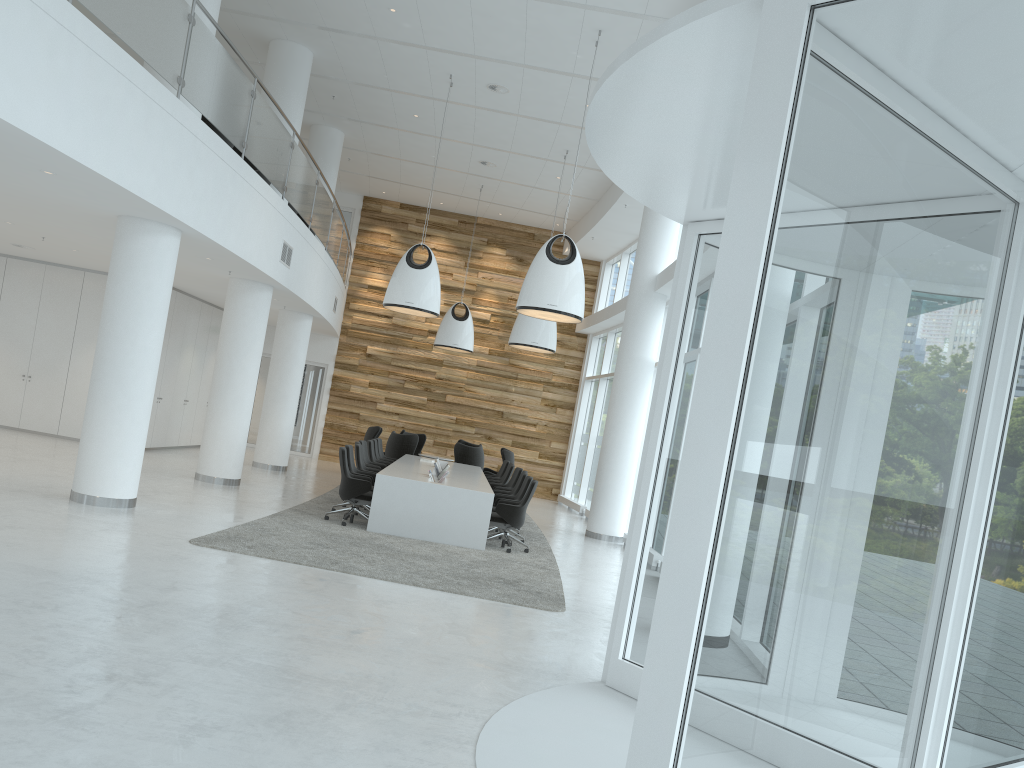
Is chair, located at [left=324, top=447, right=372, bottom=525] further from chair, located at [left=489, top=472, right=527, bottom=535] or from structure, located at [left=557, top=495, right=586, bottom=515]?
structure, located at [left=557, top=495, right=586, bottom=515]

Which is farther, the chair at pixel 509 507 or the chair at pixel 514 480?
the chair at pixel 514 480

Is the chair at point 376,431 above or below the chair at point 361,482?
above

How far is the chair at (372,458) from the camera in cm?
1519

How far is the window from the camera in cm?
241

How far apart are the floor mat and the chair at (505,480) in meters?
0.8 m

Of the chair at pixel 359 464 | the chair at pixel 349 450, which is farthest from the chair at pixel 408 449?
the chair at pixel 349 450

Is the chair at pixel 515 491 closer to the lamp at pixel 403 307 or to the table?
the table

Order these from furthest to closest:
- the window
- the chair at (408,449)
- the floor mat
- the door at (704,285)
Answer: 1. the chair at (408,449)
2. the floor mat
3. the door at (704,285)
4. the window

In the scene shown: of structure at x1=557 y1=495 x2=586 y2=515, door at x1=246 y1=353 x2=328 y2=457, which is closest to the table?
structure at x1=557 y1=495 x2=586 y2=515
